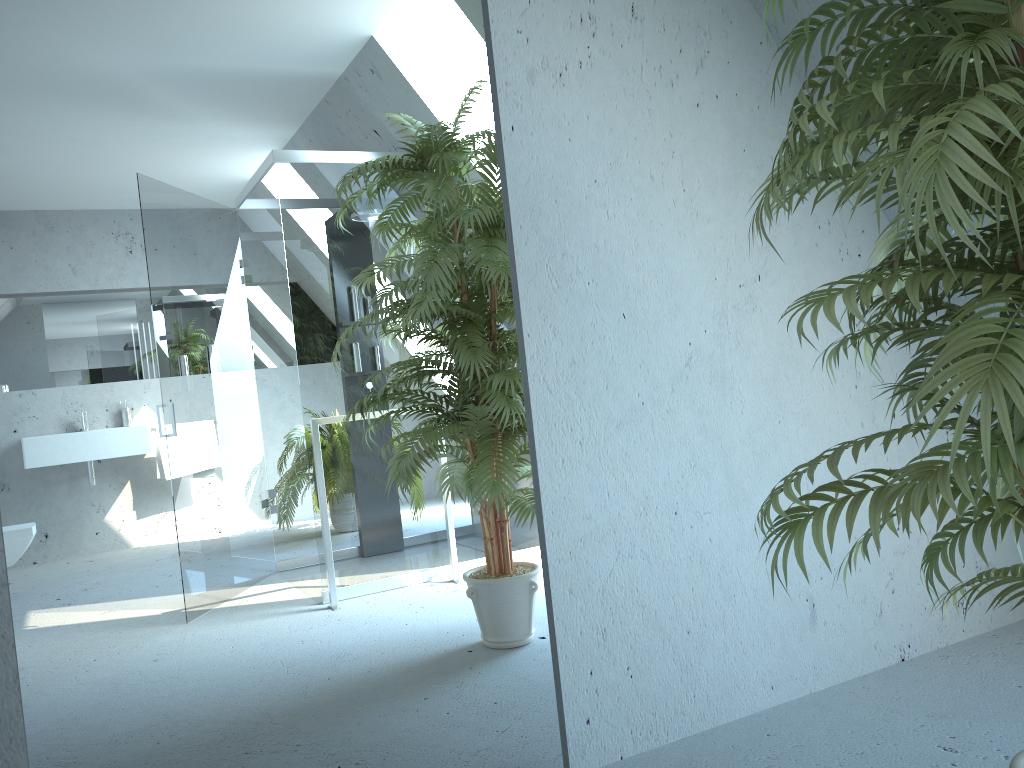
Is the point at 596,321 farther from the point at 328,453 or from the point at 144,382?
the point at 144,382

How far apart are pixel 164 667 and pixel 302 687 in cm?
28

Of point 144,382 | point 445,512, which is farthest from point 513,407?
point 144,382

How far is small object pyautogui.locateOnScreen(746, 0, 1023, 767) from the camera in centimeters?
98cm

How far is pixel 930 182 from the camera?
1.0 meters

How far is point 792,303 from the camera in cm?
128

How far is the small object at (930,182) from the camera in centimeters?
98cm
